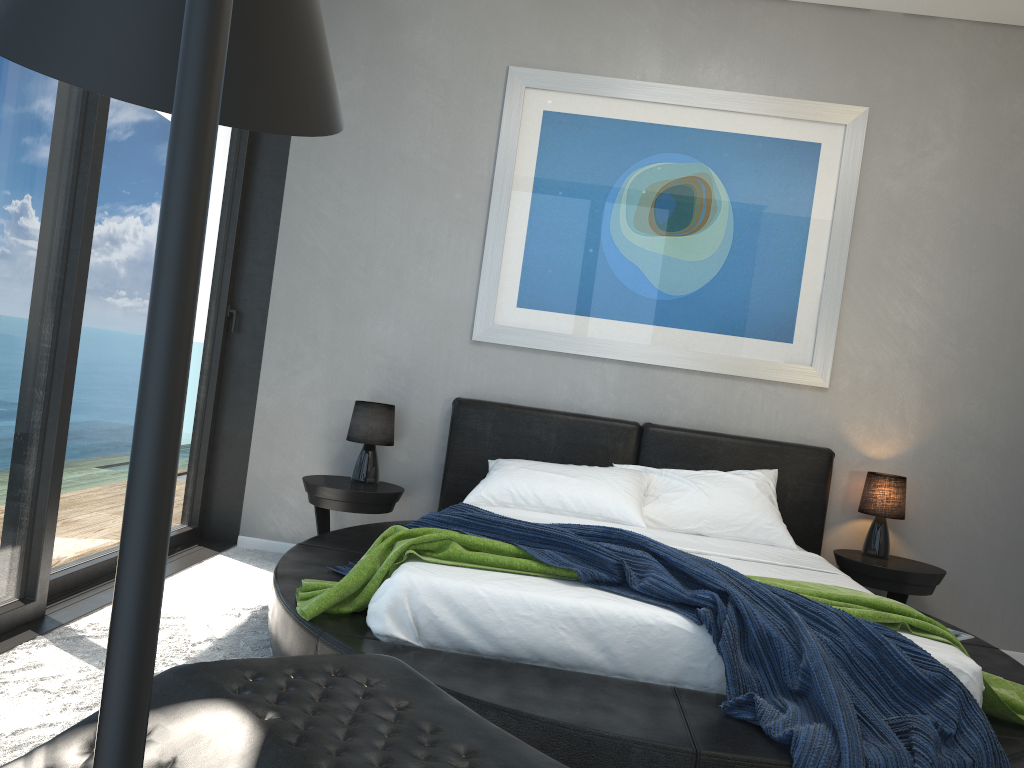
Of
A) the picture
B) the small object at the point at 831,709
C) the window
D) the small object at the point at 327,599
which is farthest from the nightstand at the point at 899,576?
the window

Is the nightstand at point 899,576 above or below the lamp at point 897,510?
below

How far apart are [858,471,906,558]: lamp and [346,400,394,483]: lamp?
2.3 meters

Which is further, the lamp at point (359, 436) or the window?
the lamp at point (359, 436)

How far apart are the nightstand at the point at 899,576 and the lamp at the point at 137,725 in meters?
4.0 m

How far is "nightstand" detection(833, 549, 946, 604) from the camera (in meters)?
3.95

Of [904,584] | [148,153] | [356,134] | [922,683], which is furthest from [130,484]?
[356,134]

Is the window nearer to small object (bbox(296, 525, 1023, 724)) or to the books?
small object (bbox(296, 525, 1023, 724))

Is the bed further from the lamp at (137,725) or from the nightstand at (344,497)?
the lamp at (137,725)

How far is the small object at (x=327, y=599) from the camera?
2.5m
